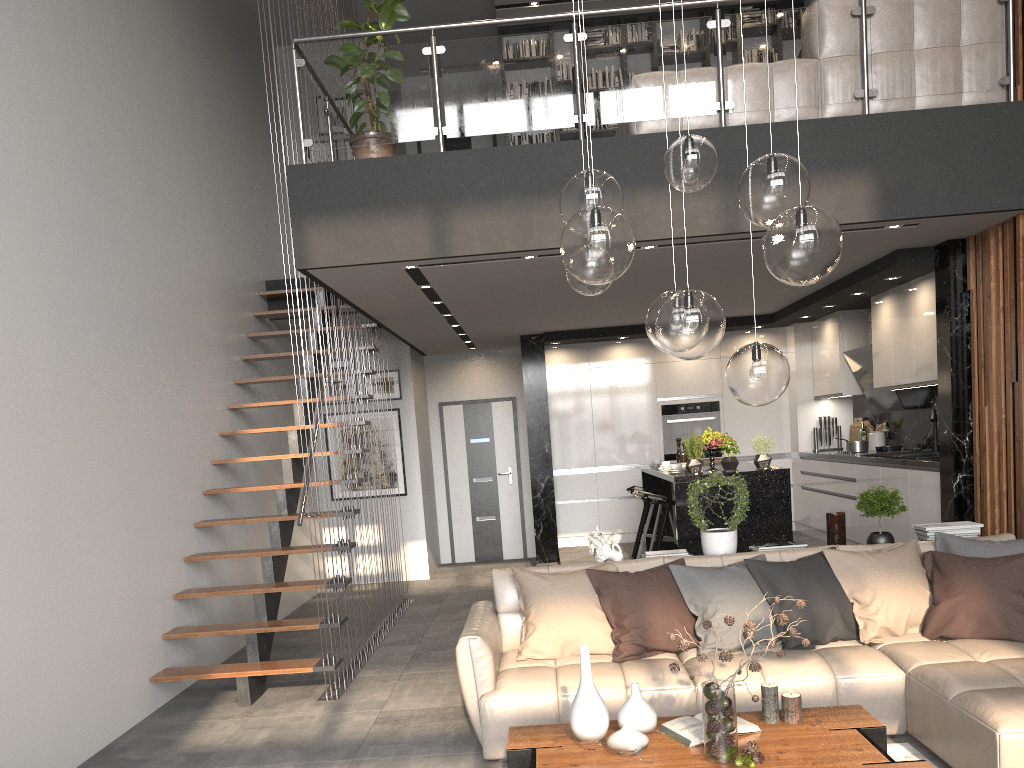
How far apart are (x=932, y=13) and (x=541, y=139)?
4.85m

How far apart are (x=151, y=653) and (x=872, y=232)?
5.2m

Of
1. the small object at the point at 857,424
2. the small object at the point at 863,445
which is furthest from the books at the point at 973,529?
the small object at the point at 857,424

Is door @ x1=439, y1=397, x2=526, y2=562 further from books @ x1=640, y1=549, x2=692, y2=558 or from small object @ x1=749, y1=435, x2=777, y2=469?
books @ x1=640, y1=549, x2=692, y2=558

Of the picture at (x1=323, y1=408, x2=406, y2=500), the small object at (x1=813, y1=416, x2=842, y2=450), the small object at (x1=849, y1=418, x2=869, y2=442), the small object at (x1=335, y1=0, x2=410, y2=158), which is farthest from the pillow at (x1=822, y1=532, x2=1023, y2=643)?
the picture at (x1=323, y1=408, x2=406, y2=500)

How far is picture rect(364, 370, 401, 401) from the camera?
10.0m

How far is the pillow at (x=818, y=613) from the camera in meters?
4.4 m

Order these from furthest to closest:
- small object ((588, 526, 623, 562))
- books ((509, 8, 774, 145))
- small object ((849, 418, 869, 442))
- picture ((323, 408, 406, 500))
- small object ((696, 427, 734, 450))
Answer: picture ((323, 408, 406, 500)) < books ((509, 8, 774, 145)) < small object ((849, 418, 869, 442)) < small object ((696, 427, 734, 450)) < small object ((588, 526, 623, 562))

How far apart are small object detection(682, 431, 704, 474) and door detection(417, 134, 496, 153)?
5.7m

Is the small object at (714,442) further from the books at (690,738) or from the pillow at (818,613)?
the books at (690,738)
